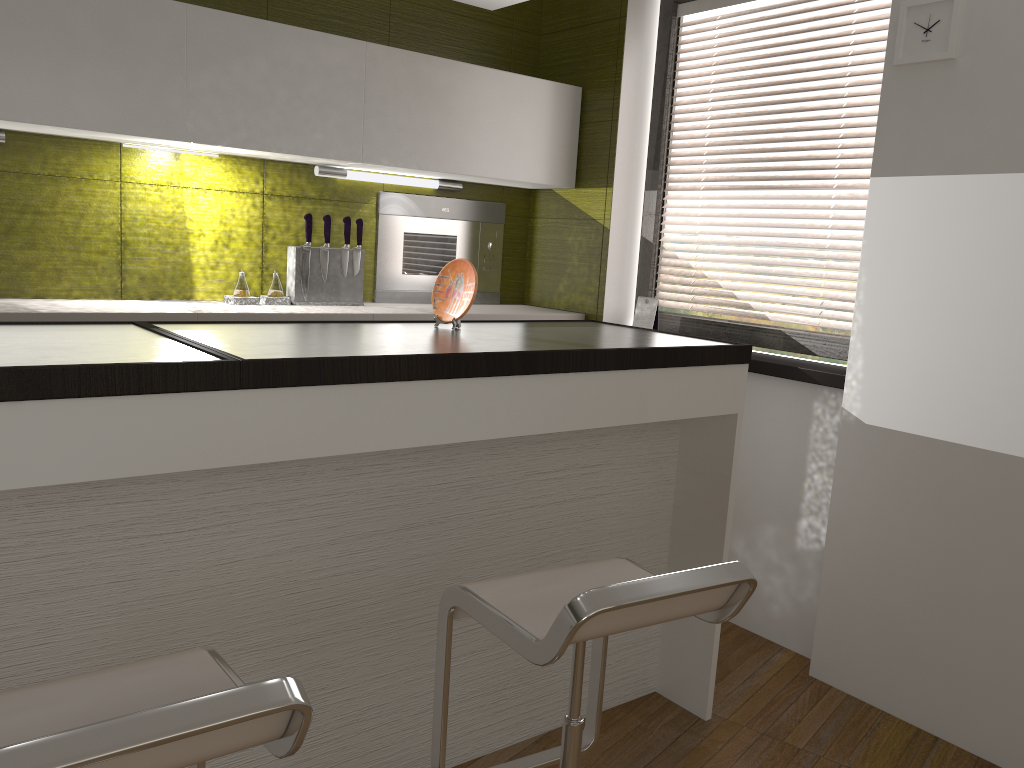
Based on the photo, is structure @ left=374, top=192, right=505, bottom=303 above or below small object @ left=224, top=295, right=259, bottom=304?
above

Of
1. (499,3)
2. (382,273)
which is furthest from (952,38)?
(382,273)

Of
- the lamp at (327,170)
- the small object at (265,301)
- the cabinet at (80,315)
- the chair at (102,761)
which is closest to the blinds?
the cabinet at (80,315)

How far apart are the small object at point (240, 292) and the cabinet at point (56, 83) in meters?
0.5 m

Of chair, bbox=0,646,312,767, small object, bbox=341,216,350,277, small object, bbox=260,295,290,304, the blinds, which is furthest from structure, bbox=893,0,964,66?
chair, bbox=0,646,312,767

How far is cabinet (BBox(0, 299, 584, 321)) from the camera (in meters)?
2.67

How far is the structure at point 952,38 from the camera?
2.5m

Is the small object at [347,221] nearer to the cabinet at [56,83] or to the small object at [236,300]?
the cabinet at [56,83]

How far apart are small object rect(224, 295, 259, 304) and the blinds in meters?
1.7 m

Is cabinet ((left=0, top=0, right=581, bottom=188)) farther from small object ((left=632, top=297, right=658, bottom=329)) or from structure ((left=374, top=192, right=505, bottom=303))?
small object ((left=632, top=297, right=658, bottom=329))
